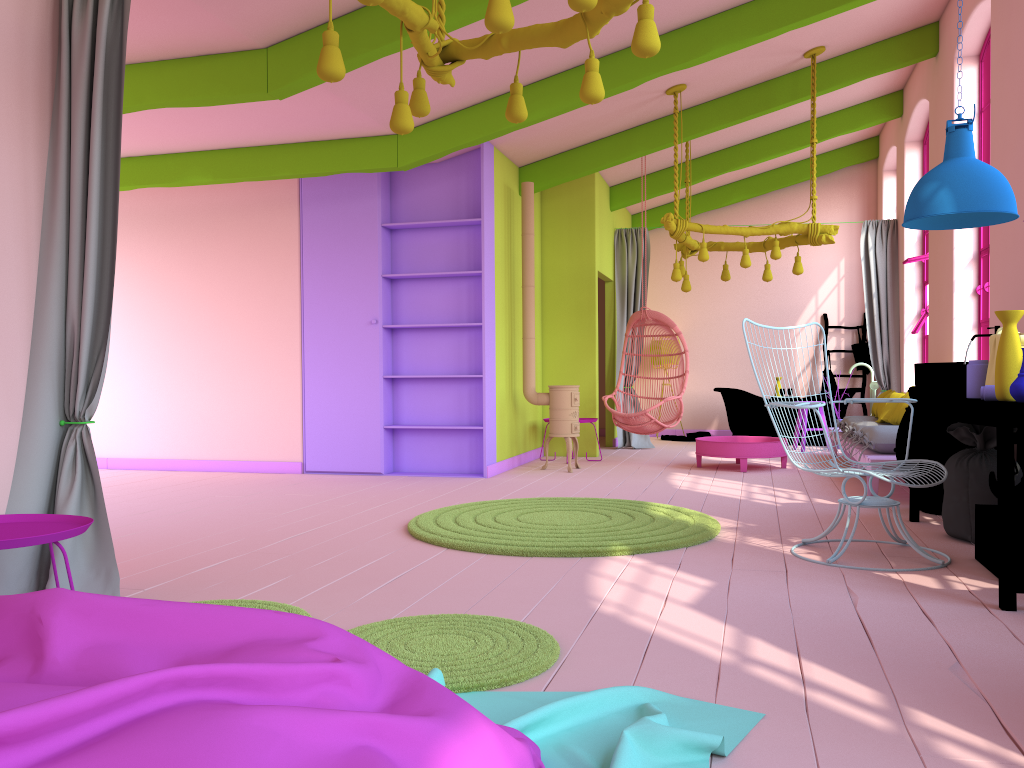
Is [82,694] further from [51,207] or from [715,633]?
[51,207]

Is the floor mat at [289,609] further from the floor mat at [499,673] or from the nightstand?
the nightstand

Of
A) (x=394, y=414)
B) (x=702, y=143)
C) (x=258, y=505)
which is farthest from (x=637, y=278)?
(x=258, y=505)

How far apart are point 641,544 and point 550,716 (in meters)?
2.42

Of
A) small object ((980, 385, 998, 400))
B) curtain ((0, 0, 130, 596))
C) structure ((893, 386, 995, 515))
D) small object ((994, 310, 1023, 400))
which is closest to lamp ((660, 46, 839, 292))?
structure ((893, 386, 995, 515))

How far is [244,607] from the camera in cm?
189

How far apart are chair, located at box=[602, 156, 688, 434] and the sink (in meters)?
3.85

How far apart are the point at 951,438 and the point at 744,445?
2.8 meters

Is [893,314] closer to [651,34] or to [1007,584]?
[1007,584]

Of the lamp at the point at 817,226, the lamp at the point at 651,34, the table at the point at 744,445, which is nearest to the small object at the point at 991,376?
the lamp at the point at 651,34
